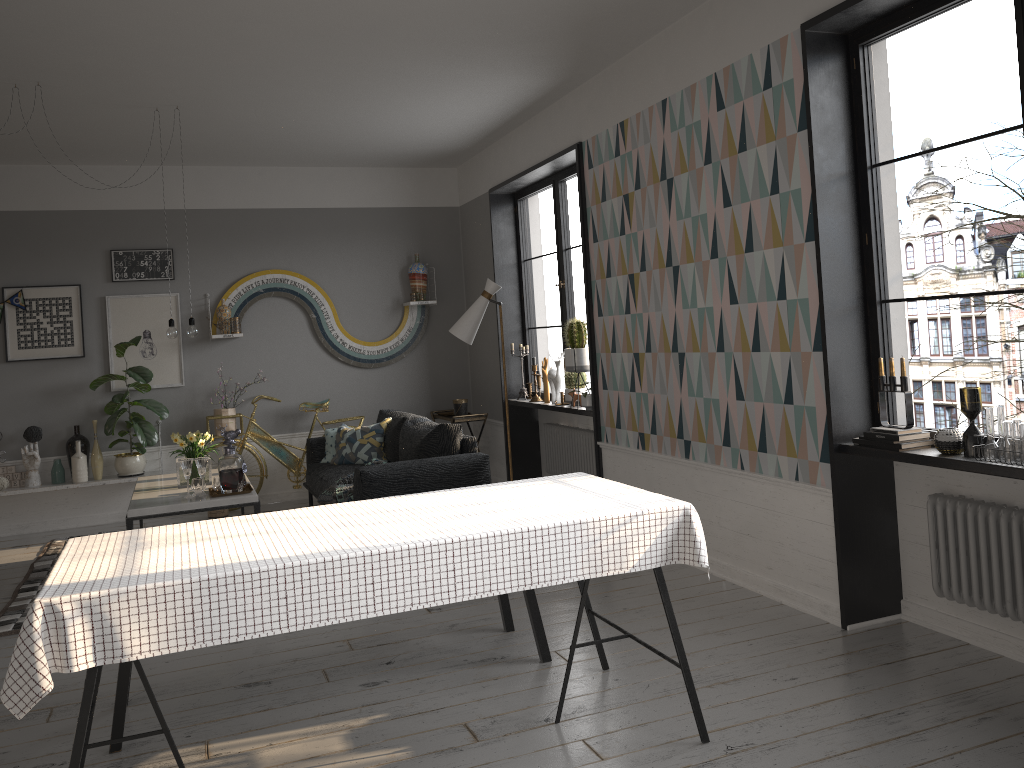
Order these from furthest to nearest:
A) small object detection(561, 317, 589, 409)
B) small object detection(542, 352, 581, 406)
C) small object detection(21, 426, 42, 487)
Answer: small object detection(21, 426, 42, 487) < small object detection(542, 352, 581, 406) < small object detection(561, 317, 589, 409)

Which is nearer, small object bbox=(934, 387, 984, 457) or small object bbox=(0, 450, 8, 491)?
small object bbox=(934, 387, 984, 457)

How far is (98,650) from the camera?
2.2 meters

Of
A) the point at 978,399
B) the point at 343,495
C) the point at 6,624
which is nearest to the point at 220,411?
the point at 343,495

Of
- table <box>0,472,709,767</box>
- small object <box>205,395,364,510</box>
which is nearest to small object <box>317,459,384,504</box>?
small object <box>205,395,364,510</box>

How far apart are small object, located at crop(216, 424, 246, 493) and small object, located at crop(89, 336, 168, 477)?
2.2m

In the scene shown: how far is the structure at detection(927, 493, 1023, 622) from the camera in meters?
3.3 m

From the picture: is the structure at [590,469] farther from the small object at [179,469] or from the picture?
the picture

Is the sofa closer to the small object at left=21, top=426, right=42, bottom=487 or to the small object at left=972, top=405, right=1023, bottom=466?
the small object at left=21, top=426, right=42, bottom=487

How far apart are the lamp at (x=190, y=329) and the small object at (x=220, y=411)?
1.81m
